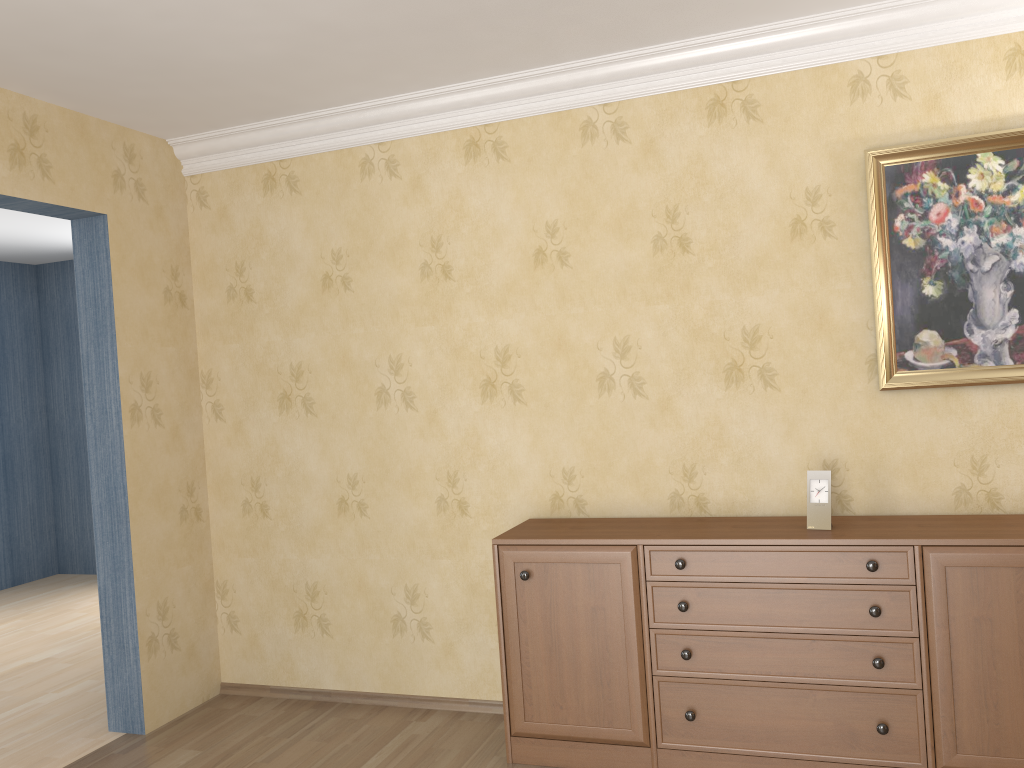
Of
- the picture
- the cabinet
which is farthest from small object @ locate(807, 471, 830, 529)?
the picture

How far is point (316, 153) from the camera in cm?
394

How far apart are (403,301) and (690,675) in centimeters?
190cm

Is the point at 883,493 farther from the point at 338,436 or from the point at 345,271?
the point at 345,271

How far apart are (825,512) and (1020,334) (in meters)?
0.90

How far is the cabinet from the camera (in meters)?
2.70

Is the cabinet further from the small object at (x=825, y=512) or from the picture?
the picture

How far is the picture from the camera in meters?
3.0 m

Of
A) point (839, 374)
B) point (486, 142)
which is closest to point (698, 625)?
point (839, 374)

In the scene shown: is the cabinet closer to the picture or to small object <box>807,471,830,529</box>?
small object <box>807,471,830,529</box>
